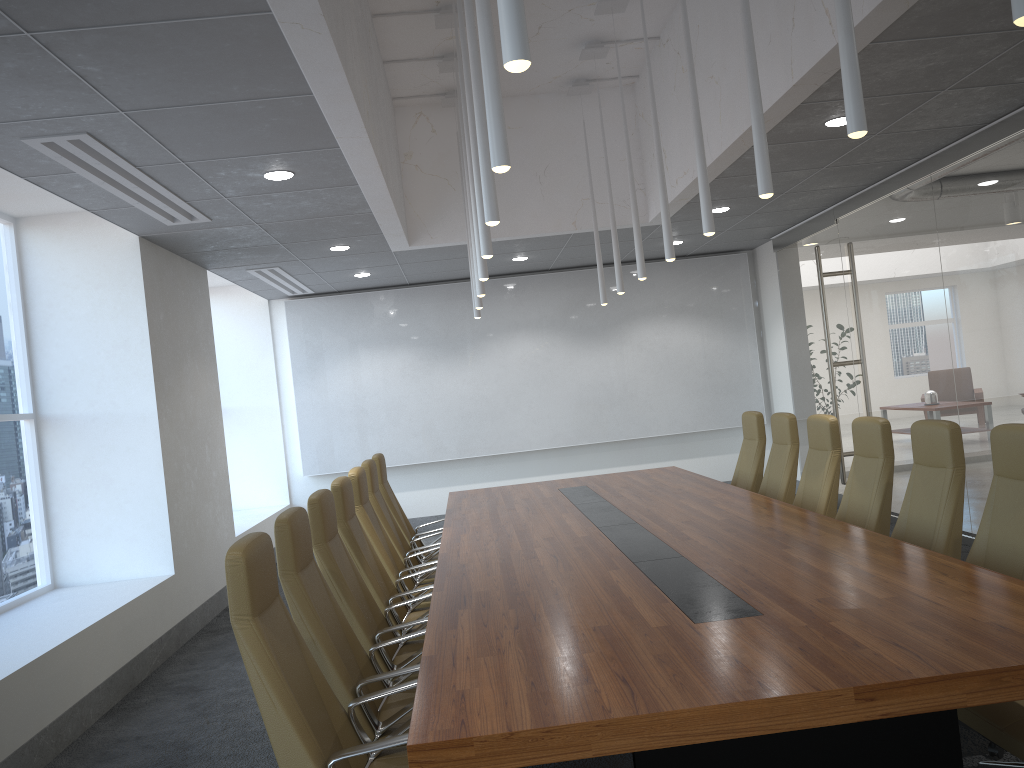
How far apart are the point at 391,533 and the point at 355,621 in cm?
243

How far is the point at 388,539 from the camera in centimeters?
666cm

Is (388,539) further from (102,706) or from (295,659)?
(295,659)

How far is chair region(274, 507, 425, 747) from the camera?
3.7m

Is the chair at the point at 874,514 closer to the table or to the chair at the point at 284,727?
the table

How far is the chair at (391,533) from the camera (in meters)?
6.99

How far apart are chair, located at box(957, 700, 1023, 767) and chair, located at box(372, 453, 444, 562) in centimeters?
491cm

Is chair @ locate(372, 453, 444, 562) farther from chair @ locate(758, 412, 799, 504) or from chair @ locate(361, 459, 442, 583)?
chair @ locate(758, 412, 799, 504)

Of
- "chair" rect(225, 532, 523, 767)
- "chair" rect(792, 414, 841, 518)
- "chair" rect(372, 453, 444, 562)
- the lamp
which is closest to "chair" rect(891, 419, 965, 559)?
"chair" rect(792, 414, 841, 518)

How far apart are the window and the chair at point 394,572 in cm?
288
